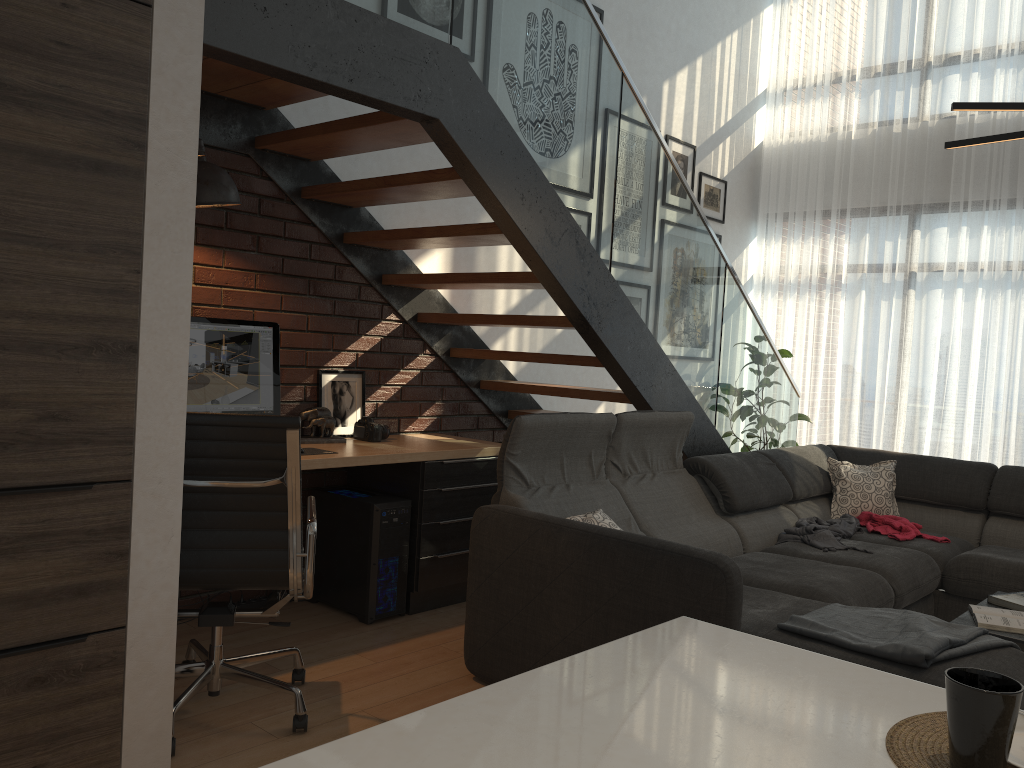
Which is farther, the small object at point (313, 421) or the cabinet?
the small object at point (313, 421)

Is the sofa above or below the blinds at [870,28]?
below

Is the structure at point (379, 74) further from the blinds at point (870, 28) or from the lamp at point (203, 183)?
the blinds at point (870, 28)

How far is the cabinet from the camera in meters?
Result: 0.9

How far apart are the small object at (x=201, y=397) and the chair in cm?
90

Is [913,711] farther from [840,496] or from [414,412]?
[840,496]

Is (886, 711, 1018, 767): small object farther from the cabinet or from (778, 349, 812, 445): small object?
(778, 349, 812, 445): small object

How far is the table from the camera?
3.03m

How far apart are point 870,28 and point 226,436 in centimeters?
607cm

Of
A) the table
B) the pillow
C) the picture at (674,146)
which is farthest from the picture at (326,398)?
the picture at (674,146)
